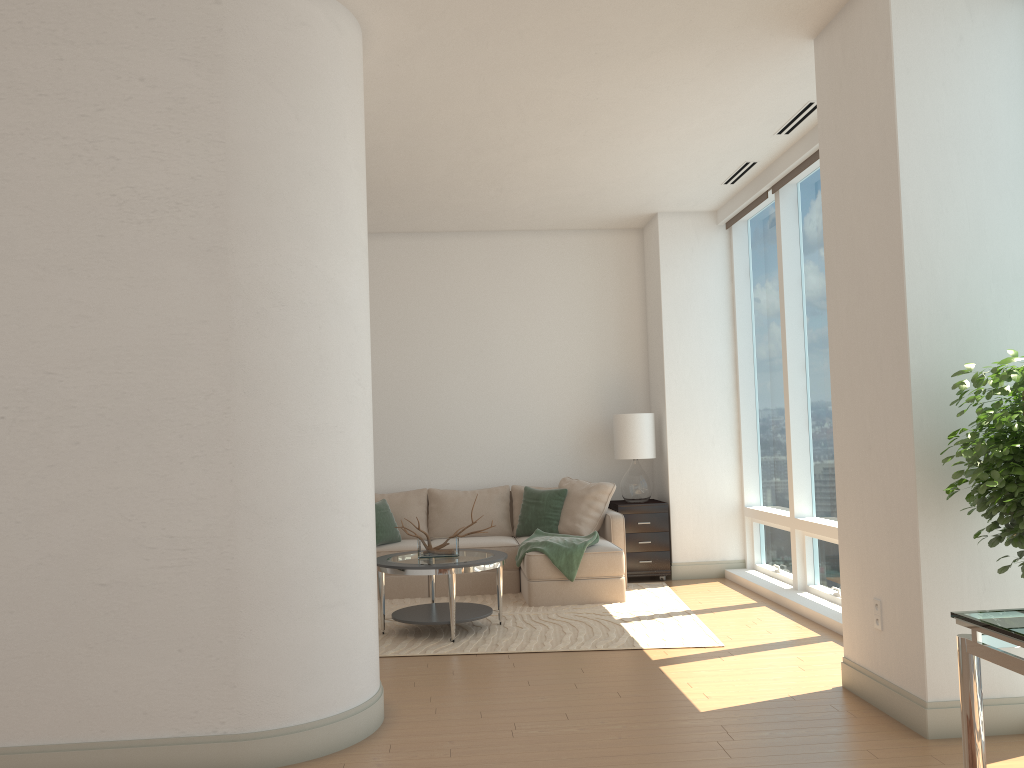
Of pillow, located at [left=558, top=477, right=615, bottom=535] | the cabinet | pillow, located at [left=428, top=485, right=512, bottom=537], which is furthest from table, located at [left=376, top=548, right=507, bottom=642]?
the cabinet

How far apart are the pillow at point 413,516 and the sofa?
0.29m

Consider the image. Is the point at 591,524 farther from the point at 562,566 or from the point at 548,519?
the point at 562,566

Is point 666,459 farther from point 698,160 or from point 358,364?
point 358,364

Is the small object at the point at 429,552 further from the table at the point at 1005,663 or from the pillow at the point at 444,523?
the table at the point at 1005,663

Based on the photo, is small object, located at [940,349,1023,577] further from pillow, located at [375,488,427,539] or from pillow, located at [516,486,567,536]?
pillow, located at [375,488,427,539]

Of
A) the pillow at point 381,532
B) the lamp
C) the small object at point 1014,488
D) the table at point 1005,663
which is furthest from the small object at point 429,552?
the table at point 1005,663

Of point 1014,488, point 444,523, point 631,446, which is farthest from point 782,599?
point 1014,488

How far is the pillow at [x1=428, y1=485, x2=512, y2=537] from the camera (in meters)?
8.16

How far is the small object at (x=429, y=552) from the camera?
6.2m
